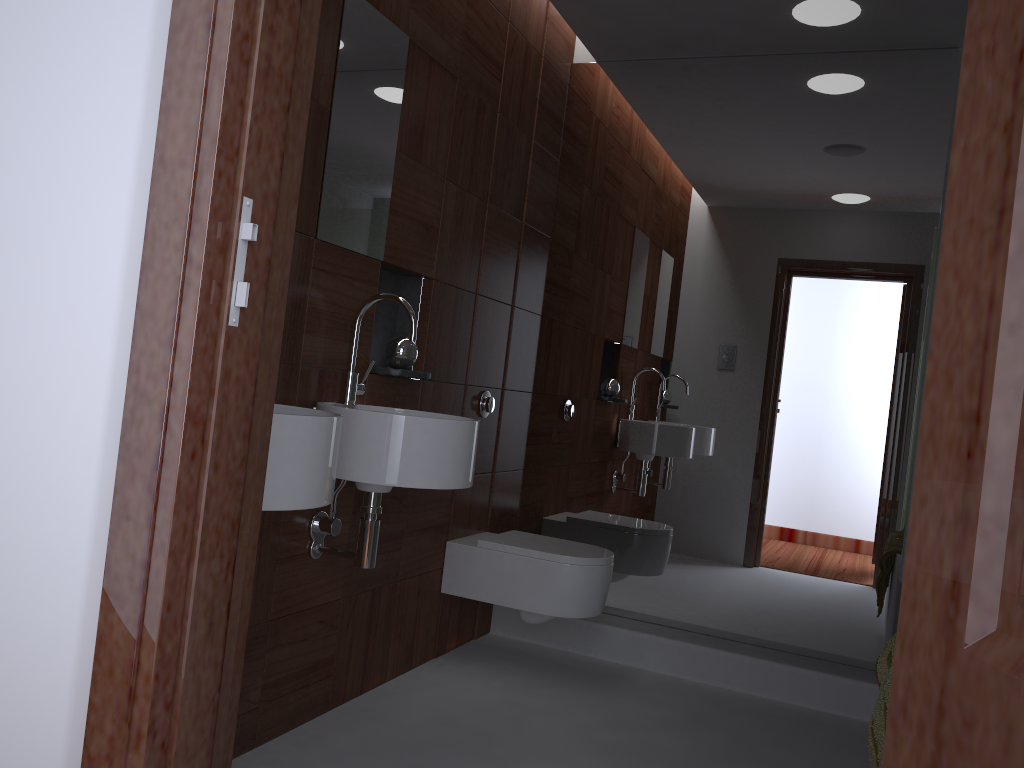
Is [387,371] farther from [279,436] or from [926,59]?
[926,59]

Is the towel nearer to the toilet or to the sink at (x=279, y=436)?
the toilet

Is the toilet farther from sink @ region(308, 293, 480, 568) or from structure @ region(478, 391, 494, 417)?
sink @ region(308, 293, 480, 568)

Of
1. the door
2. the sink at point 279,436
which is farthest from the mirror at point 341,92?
the door

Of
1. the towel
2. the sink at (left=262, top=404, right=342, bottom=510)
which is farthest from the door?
the towel

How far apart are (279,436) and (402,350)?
1.1m

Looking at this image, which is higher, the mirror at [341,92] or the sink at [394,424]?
the mirror at [341,92]

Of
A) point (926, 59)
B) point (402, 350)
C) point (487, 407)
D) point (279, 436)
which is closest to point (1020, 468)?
point (279, 436)

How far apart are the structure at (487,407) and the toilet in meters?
0.4 m

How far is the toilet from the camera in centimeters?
290cm
